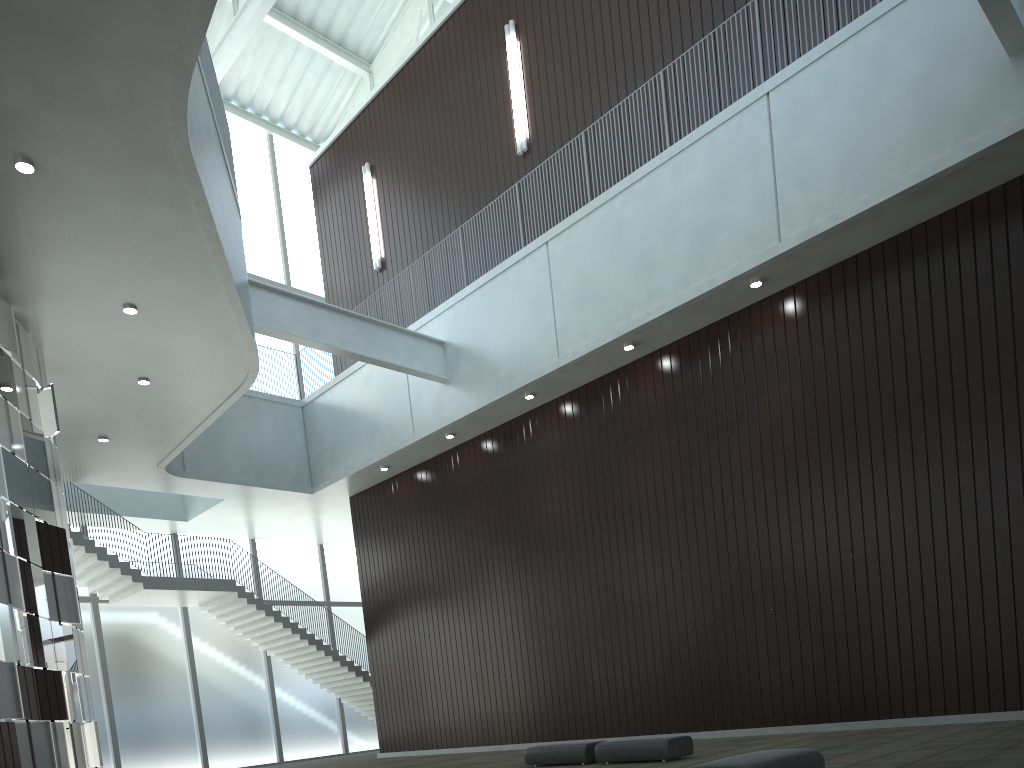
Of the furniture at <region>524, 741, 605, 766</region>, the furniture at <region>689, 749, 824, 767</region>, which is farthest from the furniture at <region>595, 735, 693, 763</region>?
the furniture at <region>689, 749, 824, 767</region>

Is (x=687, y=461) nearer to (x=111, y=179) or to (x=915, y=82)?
(x=915, y=82)

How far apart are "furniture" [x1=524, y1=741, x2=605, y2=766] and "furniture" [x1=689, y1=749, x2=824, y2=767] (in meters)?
15.96

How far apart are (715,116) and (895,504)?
22.4m

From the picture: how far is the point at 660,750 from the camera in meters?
31.4

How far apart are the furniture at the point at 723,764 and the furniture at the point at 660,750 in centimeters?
1228cm

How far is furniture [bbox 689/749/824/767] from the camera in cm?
1815

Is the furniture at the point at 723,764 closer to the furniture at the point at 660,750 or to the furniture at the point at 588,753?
the furniture at the point at 660,750

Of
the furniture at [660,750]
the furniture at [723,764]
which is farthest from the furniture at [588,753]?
the furniture at [723,764]

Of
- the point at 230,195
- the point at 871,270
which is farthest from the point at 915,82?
the point at 230,195
